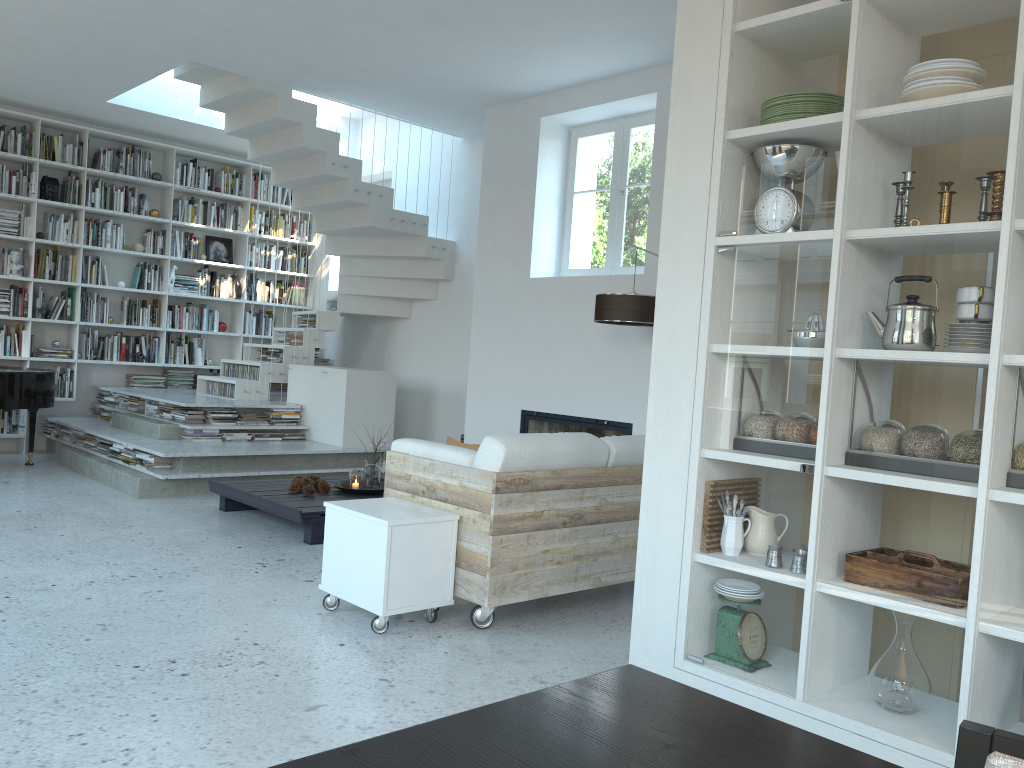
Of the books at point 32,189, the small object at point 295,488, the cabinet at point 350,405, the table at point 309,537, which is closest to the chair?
the table at point 309,537

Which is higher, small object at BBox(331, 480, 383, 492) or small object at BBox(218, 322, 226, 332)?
small object at BBox(218, 322, 226, 332)

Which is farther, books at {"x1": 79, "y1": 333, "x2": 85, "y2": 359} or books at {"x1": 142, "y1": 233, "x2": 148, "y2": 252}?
books at {"x1": 142, "y1": 233, "x2": 148, "y2": 252}

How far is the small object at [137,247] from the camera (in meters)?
A: 9.00

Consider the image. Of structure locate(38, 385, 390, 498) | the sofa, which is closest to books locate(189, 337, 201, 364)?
structure locate(38, 385, 390, 498)

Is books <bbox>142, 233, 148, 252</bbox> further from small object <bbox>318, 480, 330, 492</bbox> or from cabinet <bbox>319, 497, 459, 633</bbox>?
cabinet <bbox>319, 497, 459, 633</bbox>

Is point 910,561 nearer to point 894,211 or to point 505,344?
point 894,211

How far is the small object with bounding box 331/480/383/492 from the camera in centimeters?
621cm

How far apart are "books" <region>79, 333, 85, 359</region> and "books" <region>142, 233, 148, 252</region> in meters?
1.2 m

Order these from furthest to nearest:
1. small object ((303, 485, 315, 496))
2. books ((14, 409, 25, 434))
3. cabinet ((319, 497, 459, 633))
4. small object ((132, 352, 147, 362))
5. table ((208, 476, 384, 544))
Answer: small object ((132, 352, 147, 362)), books ((14, 409, 25, 434)), small object ((303, 485, 315, 496)), table ((208, 476, 384, 544)), cabinet ((319, 497, 459, 633))
